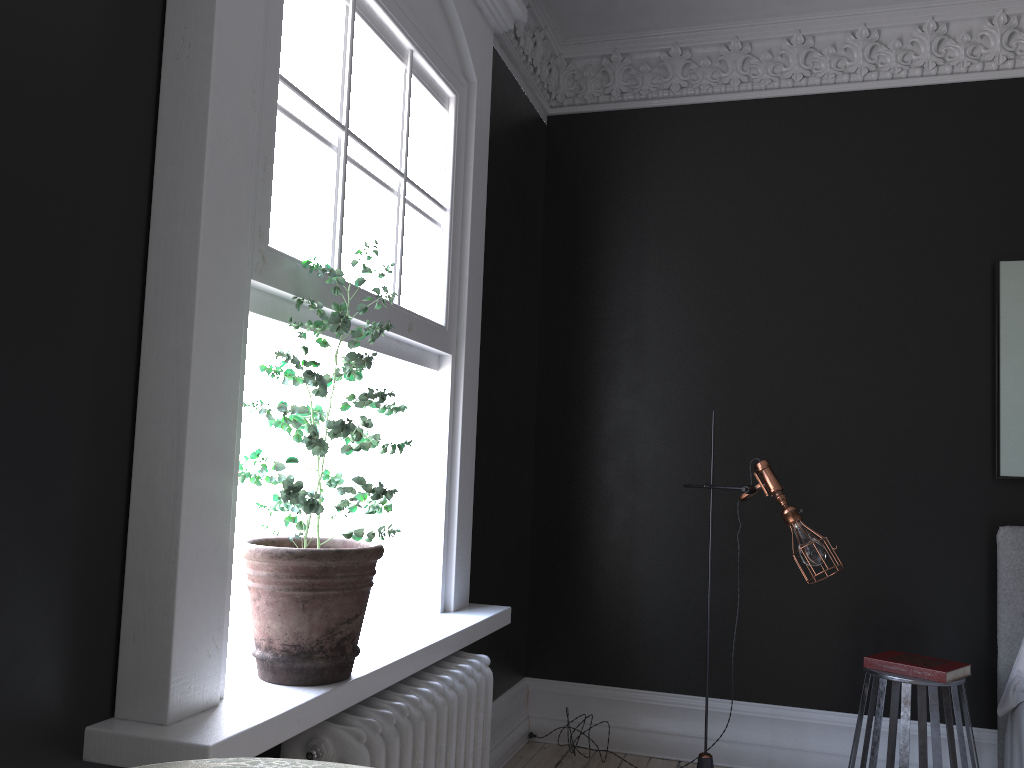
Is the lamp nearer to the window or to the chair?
the chair

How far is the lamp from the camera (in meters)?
3.72

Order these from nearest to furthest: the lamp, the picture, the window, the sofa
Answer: the sofa < the window < the lamp < the picture

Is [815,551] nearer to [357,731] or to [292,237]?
[357,731]

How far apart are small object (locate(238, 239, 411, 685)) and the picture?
3.2m

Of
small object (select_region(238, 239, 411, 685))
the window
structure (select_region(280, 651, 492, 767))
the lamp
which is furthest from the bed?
small object (select_region(238, 239, 411, 685))

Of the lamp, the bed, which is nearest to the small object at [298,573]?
the lamp

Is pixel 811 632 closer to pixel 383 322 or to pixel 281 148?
pixel 383 322

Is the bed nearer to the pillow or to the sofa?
the pillow

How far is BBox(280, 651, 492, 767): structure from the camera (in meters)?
→ 2.16
